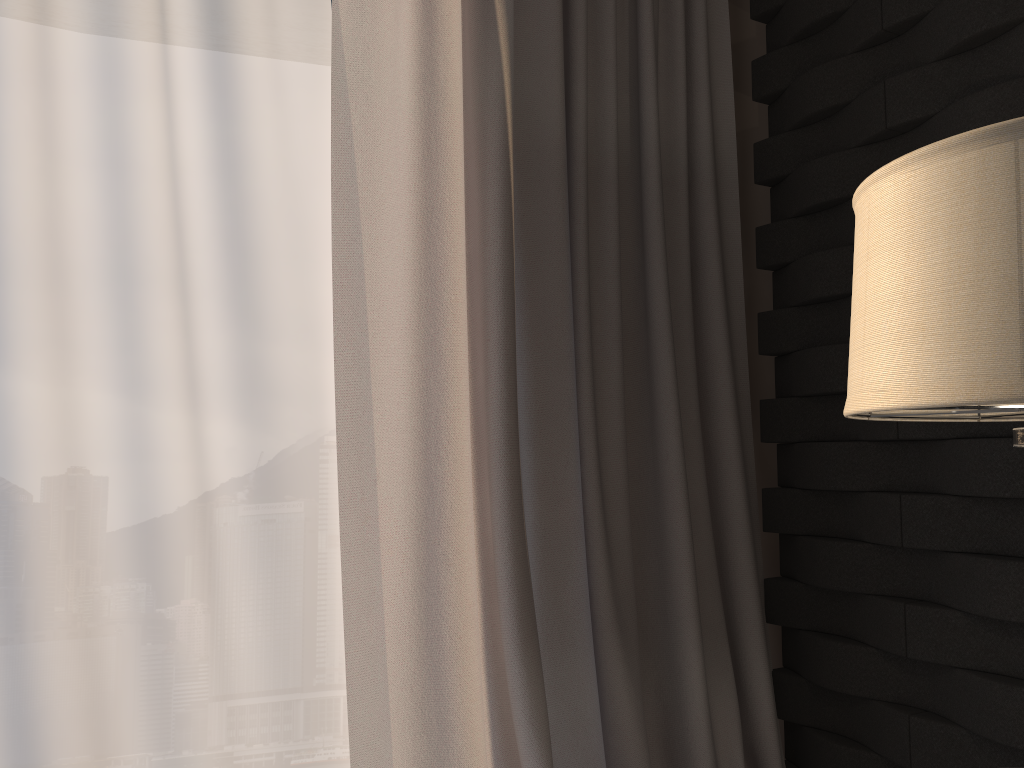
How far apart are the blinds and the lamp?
0.74m

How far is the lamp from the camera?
0.7m

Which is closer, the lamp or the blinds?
the lamp

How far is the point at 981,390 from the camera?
0.66m

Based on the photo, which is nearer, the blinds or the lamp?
the lamp

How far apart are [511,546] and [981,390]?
1.0 meters

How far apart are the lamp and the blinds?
0.7 meters

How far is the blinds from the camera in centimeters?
157cm

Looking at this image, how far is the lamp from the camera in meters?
0.7
